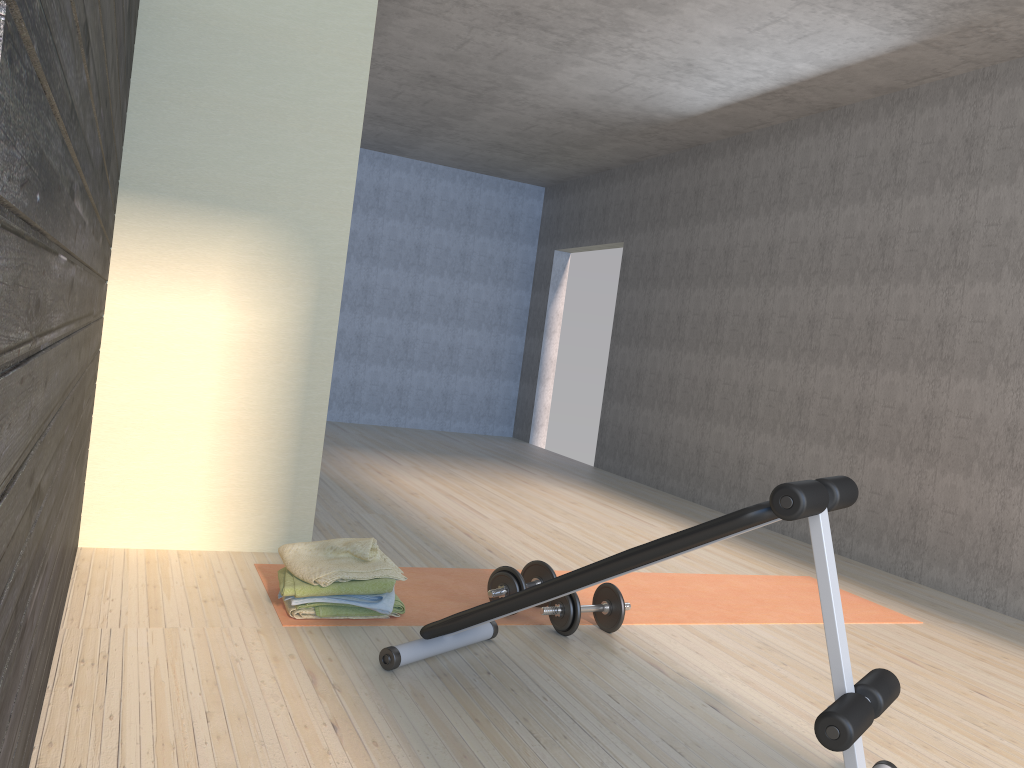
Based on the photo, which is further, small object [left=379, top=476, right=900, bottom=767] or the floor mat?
the floor mat

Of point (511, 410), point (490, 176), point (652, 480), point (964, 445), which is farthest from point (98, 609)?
point (490, 176)

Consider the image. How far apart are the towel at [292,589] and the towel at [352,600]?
0.0 meters

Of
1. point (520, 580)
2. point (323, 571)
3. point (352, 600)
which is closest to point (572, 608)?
point (520, 580)

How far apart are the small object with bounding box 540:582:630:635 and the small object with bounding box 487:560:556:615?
0.1 meters

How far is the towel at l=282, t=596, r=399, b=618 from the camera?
2.9 meters

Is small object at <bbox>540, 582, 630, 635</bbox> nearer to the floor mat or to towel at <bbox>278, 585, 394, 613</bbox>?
the floor mat

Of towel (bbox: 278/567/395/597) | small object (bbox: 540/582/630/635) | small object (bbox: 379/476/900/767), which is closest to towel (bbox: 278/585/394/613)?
towel (bbox: 278/567/395/597)

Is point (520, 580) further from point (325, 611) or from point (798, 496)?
point (798, 496)

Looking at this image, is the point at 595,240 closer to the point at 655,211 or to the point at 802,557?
the point at 655,211
